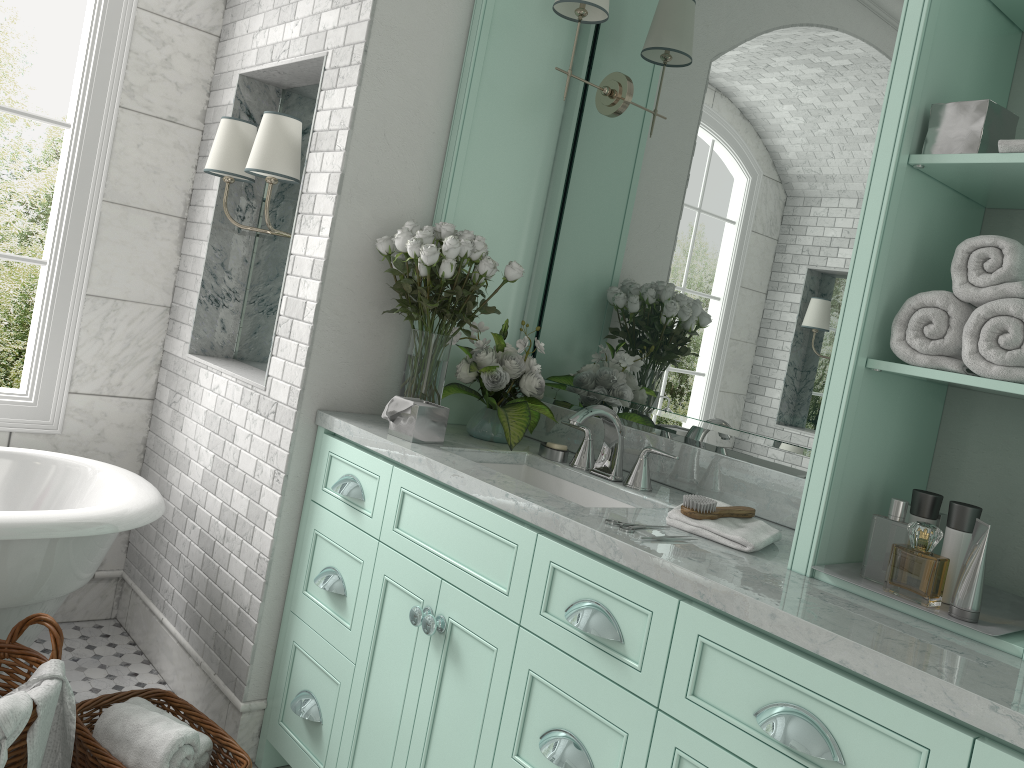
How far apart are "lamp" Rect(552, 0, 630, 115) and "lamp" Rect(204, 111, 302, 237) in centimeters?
91cm

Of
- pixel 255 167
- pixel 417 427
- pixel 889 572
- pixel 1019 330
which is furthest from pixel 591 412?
pixel 889 572

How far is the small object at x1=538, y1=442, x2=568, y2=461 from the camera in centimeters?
266cm

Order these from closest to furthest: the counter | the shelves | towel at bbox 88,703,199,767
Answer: the counter
the shelves
towel at bbox 88,703,199,767

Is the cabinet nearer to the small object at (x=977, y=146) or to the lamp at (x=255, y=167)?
the lamp at (x=255, y=167)

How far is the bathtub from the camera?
2.4 meters

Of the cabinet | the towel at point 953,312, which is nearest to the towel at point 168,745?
the cabinet

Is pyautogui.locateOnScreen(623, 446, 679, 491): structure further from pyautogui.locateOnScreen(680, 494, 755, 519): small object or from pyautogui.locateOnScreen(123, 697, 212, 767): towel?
pyautogui.locateOnScreen(123, 697, 212, 767): towel

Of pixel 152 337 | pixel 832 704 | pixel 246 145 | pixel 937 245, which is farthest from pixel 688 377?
pixel 152 337

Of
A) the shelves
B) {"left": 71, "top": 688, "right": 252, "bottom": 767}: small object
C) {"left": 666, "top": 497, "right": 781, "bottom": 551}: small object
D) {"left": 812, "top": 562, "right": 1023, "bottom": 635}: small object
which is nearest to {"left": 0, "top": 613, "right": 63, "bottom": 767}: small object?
{"left": 71, "top": 688, "right": 252, "bottom": 767}: small object
